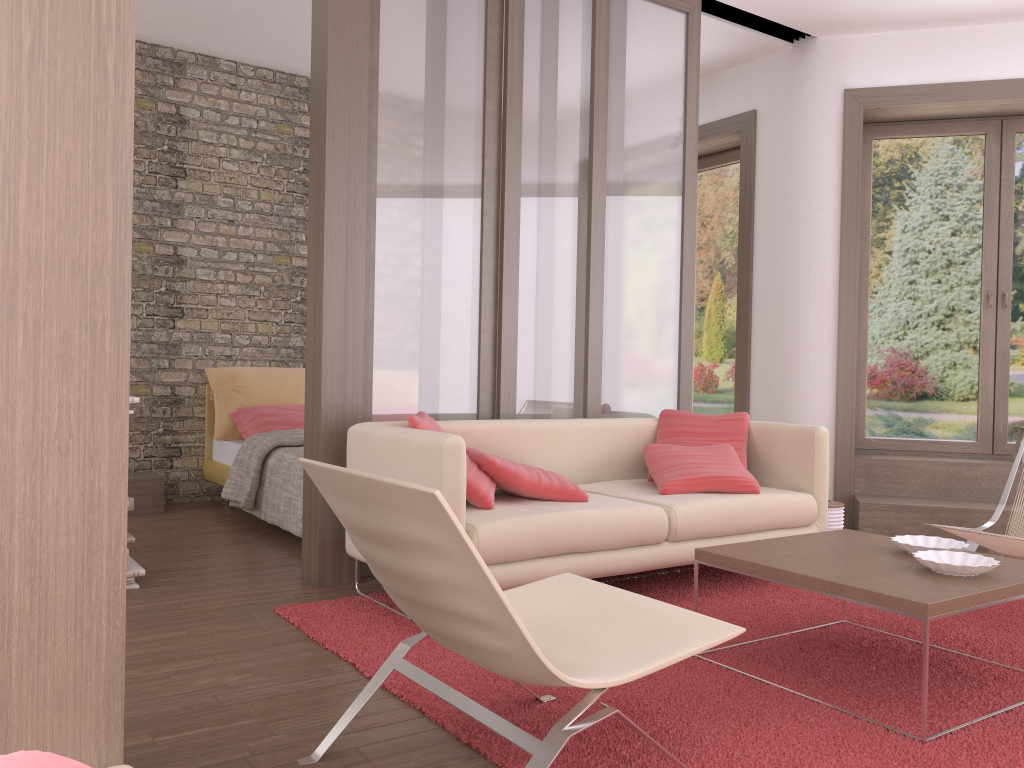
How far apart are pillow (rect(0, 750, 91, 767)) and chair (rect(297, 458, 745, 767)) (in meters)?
1.07

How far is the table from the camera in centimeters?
246cm

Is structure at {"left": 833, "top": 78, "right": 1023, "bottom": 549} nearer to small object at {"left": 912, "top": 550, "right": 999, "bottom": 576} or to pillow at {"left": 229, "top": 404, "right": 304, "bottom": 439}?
small object at {"left": 912, "top": 550, "right": 999, "bottom": 576}

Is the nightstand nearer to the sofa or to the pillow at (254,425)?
the pillow at (254,425)

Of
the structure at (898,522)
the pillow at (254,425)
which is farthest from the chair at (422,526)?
the pillow at (254,425)

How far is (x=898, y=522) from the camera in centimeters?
536cm

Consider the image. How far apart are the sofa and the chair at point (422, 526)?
0.6m

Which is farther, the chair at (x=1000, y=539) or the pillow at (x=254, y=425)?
the pillow at (x=254, y=425)

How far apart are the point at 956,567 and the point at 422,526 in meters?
1.8 m

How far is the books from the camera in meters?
3.9 m
